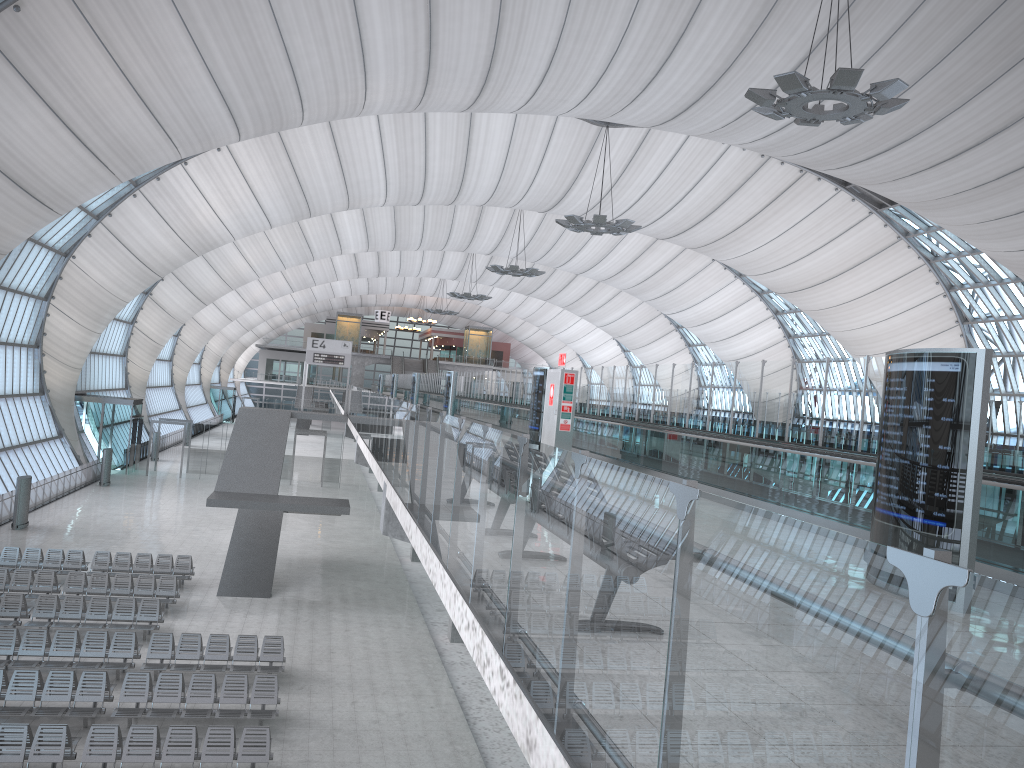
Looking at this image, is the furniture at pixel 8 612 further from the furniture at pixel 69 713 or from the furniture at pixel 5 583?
the furniture at pixel 69 713

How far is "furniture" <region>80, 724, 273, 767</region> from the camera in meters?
12.8 m

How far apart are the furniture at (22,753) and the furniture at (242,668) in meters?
3.4 m

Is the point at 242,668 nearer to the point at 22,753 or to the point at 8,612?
the point at 22,753

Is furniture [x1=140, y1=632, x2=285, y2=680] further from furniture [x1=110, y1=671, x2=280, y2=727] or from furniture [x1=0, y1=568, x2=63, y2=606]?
furniture [x1=0, y1=568, x2=63, y2=606]

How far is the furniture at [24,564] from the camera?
23.9m

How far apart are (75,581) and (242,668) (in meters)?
7.09

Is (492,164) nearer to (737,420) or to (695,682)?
(737,420)

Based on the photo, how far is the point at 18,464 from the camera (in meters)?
36.63

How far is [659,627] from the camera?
2.42m
